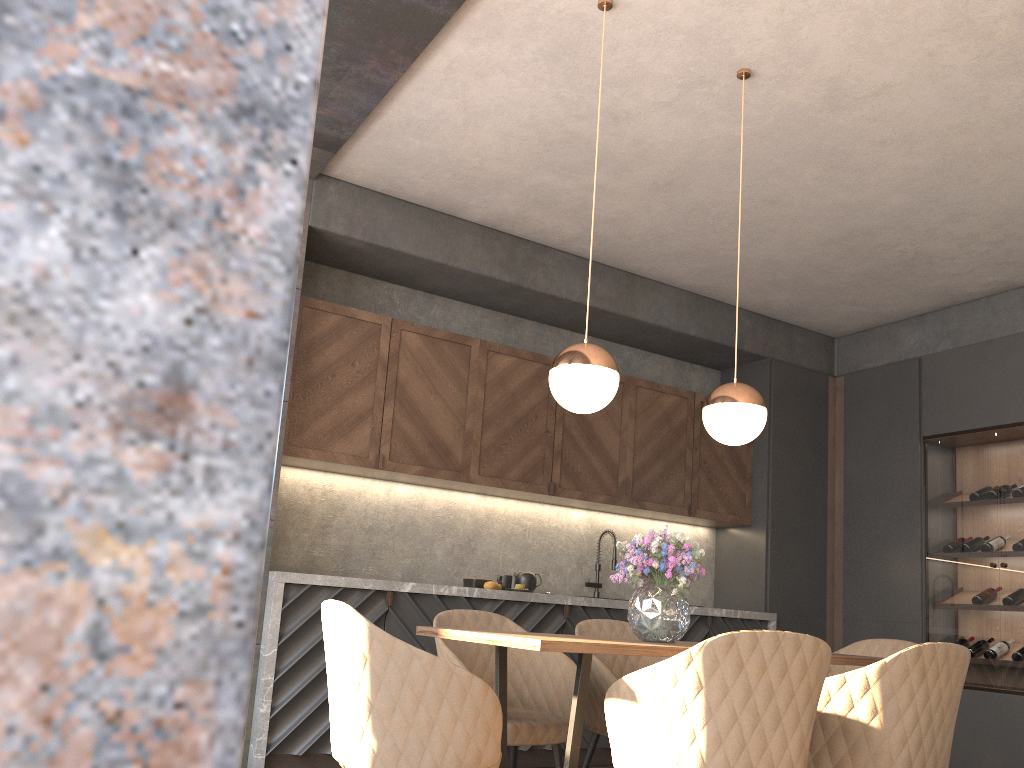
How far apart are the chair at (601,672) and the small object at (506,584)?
1.4 meters

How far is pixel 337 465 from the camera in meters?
4.7

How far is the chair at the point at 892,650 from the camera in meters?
3.5

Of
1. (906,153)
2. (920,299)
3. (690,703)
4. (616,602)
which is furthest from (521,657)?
(920,299)

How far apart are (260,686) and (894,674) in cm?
284

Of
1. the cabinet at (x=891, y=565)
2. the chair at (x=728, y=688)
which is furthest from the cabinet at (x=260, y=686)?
the chair at (x=728, y=688)

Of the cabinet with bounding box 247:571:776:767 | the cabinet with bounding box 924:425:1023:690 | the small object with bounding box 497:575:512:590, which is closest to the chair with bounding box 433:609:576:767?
the cabinet with bounding box 247:571:776:767

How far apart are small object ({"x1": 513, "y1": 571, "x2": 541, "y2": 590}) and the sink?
0.64m

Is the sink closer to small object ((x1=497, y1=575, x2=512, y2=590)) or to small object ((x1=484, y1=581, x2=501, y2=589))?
small object ((x1=497, y1=575, x2=512, y2=590))

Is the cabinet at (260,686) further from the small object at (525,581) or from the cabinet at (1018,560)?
the cabinet at (1018,560)
